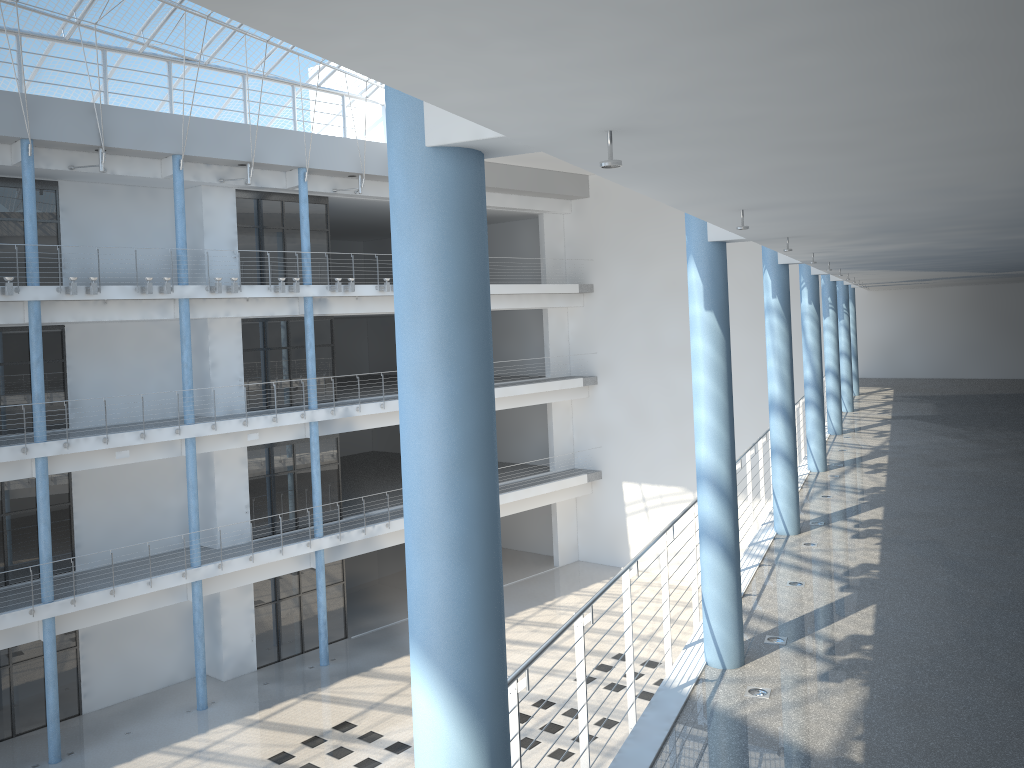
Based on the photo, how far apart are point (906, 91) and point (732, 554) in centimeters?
62cm
